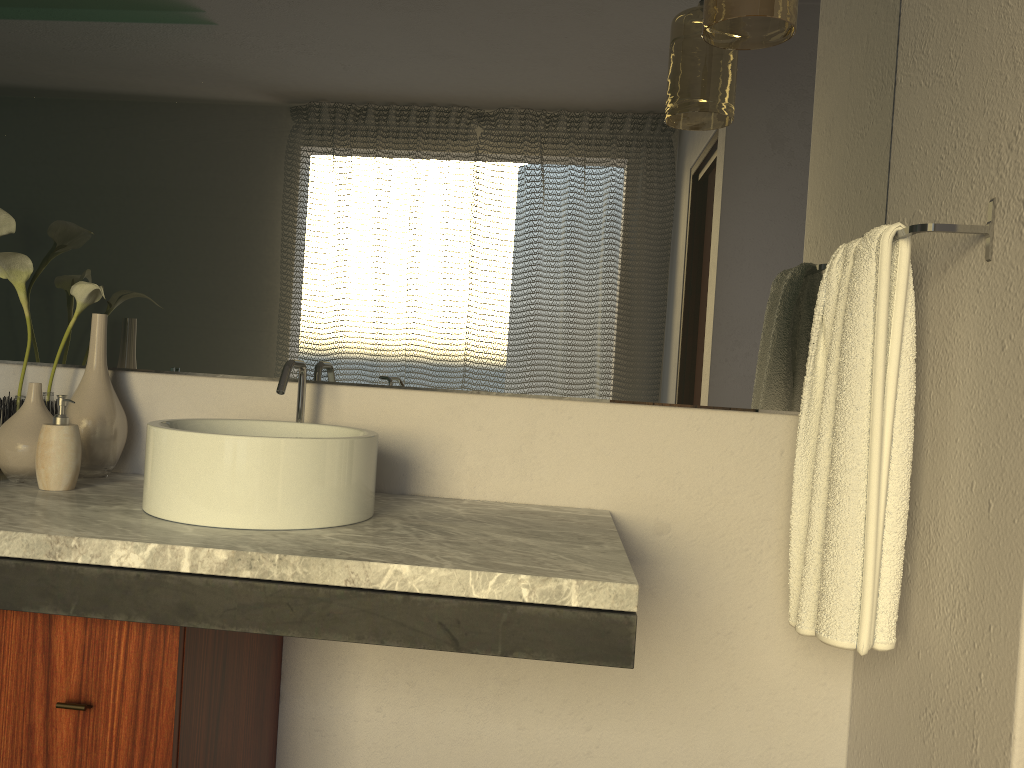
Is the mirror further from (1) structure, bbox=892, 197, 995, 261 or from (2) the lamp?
(1) structure, bbox=892, 197, 995, 261

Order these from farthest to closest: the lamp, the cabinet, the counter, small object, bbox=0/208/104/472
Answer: small object, bbox=0/208/104/472 < the lamp < the cabinet < the counter

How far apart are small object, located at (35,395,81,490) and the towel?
1.2 meters

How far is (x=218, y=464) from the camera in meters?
1.2 m

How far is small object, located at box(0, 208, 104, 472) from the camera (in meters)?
1.57

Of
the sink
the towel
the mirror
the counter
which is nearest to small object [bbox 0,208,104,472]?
the mirror

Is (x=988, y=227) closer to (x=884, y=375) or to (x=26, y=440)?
(x=884, y=375)

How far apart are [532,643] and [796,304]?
0.9m

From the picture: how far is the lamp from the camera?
1.3 meters

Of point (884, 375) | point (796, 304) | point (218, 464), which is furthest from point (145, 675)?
point (796, 304)
